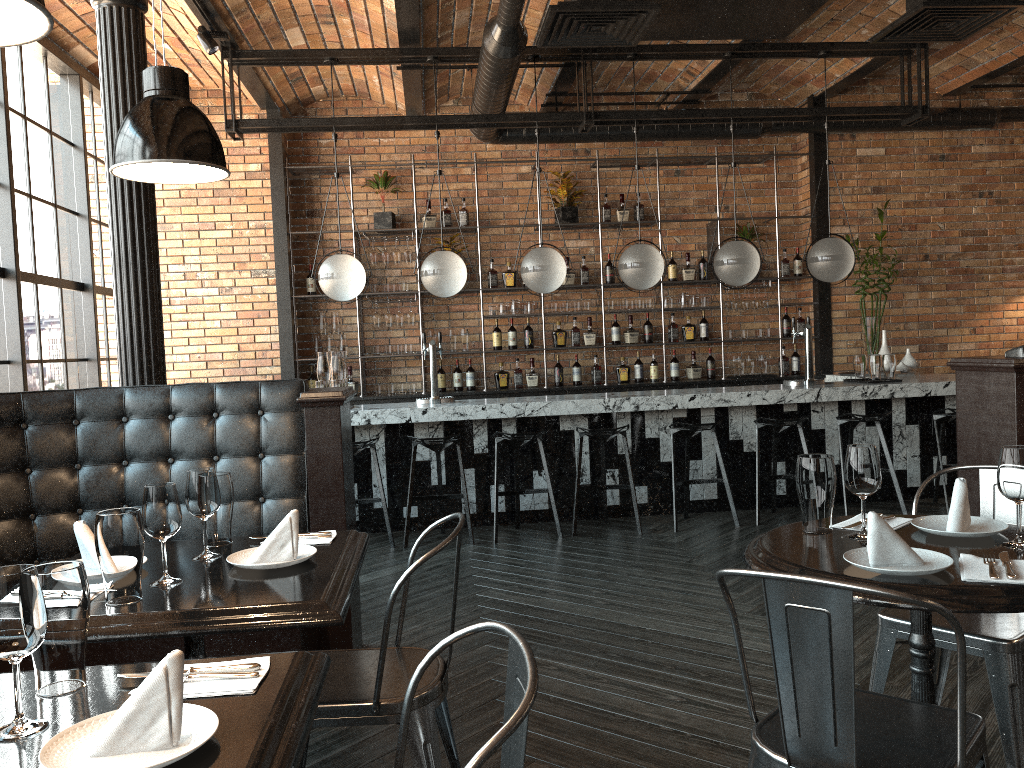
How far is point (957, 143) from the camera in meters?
8.5

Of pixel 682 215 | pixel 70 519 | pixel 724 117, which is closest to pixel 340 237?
pixel 724 117

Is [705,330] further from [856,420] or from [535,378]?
[856,420]

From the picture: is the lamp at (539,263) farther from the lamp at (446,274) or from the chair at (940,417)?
the chair at (940,417)

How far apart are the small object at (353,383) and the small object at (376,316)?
0.6 meters

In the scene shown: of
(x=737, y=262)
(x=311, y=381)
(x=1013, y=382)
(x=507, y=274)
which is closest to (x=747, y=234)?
(x=737, y=262)

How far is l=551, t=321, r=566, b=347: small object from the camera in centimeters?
832cm

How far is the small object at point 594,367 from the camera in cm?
837

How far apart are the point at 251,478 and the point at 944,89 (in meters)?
7.66

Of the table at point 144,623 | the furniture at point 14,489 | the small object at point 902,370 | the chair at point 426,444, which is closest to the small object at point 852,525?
the table at point 144,623
